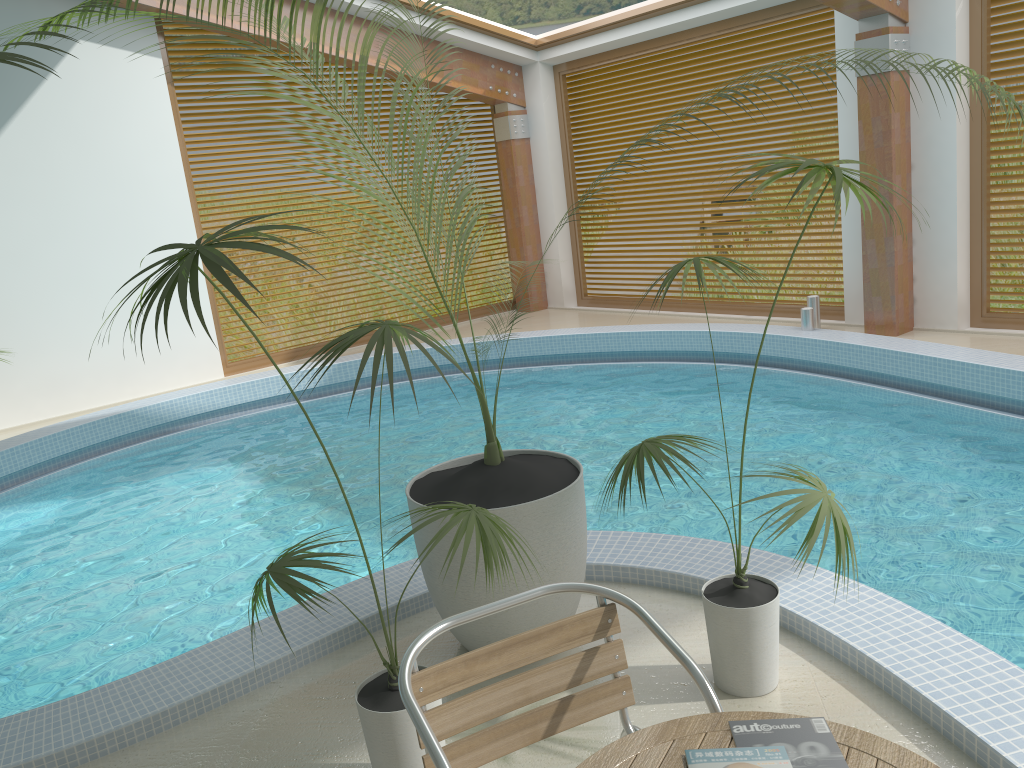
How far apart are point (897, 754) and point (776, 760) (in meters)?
0.20

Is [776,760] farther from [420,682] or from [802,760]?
[420,682]

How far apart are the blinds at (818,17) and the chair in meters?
7.6 m

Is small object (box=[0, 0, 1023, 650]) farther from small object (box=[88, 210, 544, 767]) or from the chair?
the chair

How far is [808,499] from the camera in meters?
2.5

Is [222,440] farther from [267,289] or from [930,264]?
[930,264]

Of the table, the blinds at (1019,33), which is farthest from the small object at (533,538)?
the blinds at (1019,33)

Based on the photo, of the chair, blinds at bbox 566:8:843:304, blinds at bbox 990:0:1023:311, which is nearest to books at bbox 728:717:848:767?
the chair

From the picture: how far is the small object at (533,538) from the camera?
3.02m

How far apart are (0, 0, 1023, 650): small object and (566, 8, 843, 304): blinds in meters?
6.2
